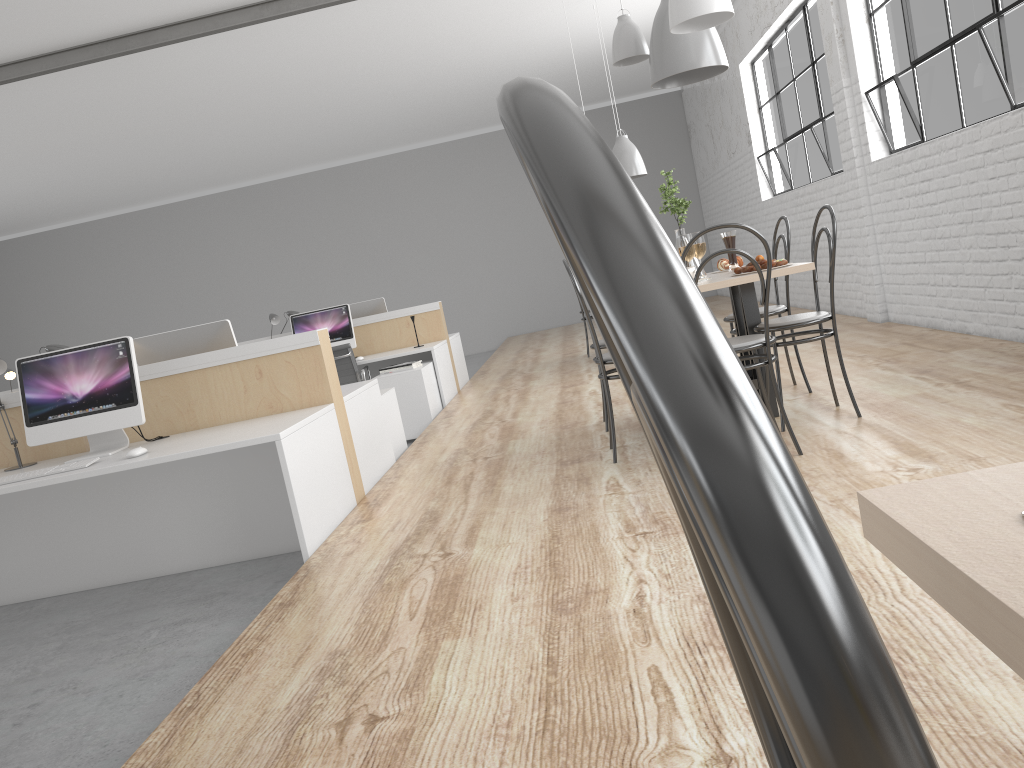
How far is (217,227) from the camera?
11.1 meters

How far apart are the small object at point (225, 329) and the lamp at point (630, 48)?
1.75m

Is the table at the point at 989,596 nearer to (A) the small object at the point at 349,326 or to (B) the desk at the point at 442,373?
(B) the desk at the point at 442,373

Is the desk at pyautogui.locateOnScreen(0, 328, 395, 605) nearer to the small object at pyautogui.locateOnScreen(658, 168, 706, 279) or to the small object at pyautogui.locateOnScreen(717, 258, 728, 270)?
the small object at pyautogui.locateOnScreen(658, 168, 706, 279)

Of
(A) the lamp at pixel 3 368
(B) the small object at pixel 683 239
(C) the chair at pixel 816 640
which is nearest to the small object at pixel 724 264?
(B) the small object at pixel 683 239

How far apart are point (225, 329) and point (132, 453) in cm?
→ 88

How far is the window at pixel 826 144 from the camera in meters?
5.8

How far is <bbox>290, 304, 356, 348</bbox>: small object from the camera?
5.8m

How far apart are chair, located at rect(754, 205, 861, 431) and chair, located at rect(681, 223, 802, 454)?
0.2 meters

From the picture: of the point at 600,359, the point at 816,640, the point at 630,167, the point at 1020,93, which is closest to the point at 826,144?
the point at 630,167
